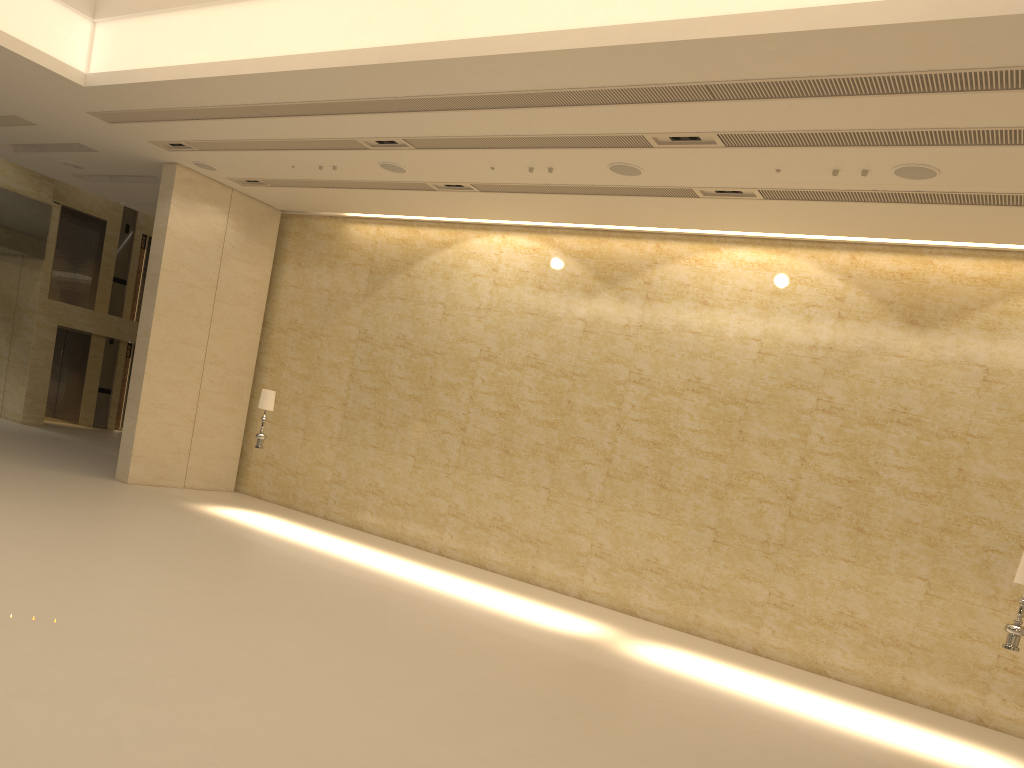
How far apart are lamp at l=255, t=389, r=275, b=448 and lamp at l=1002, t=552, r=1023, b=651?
11.2m

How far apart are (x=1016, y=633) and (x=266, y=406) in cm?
1128

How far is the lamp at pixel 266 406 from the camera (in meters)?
14.86

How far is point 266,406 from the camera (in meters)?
14.86

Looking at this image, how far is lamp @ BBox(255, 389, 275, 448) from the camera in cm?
1486

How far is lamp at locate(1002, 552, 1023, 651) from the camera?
9.1 meters

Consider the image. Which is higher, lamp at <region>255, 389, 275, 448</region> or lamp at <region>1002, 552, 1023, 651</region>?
lamp at <region>255, 389, 275, 448</region>

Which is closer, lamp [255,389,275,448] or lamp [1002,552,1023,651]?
lamp [1002,552,1023,651]
